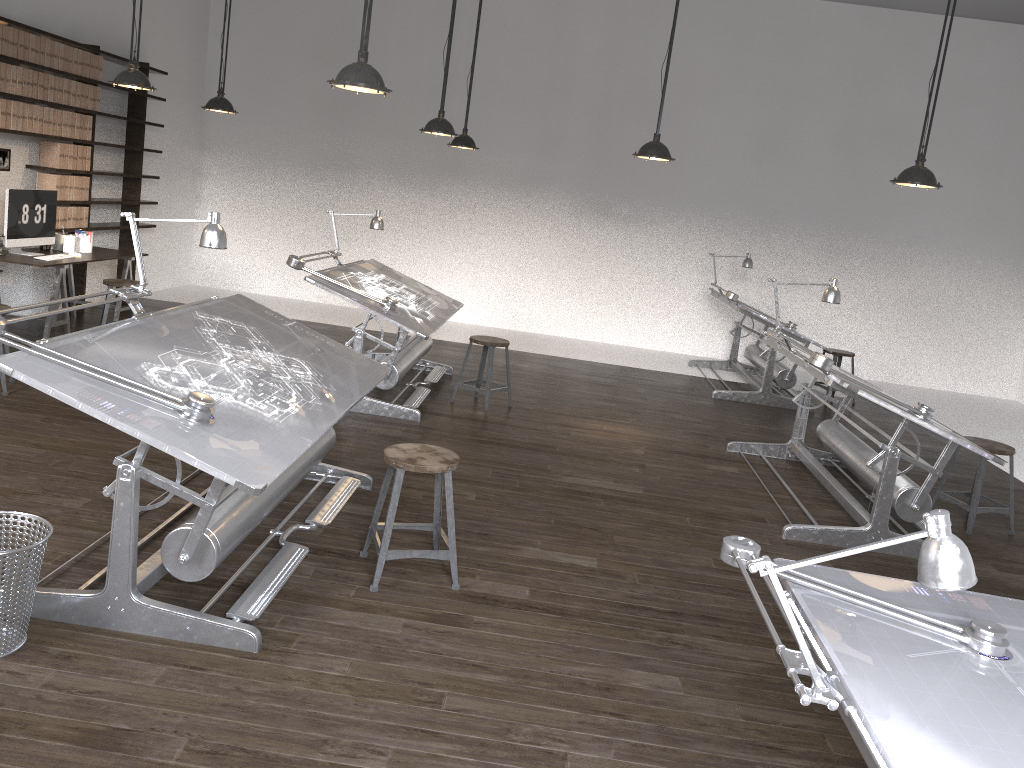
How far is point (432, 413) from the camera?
6.5m

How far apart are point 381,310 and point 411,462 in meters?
2.6

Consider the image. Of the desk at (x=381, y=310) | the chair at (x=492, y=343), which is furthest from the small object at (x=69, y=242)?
the chair at (x=492, y=343)

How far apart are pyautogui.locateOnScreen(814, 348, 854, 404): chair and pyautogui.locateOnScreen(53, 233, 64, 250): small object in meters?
7.3 m

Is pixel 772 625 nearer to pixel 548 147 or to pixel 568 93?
pixel 548 147

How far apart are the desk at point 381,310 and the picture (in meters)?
2.93

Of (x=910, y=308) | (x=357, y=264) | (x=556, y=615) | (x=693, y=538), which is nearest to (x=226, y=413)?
(x=556, y=615)

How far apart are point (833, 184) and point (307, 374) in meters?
8.4 m

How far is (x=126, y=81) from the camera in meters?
6.0 m

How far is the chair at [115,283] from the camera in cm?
710
